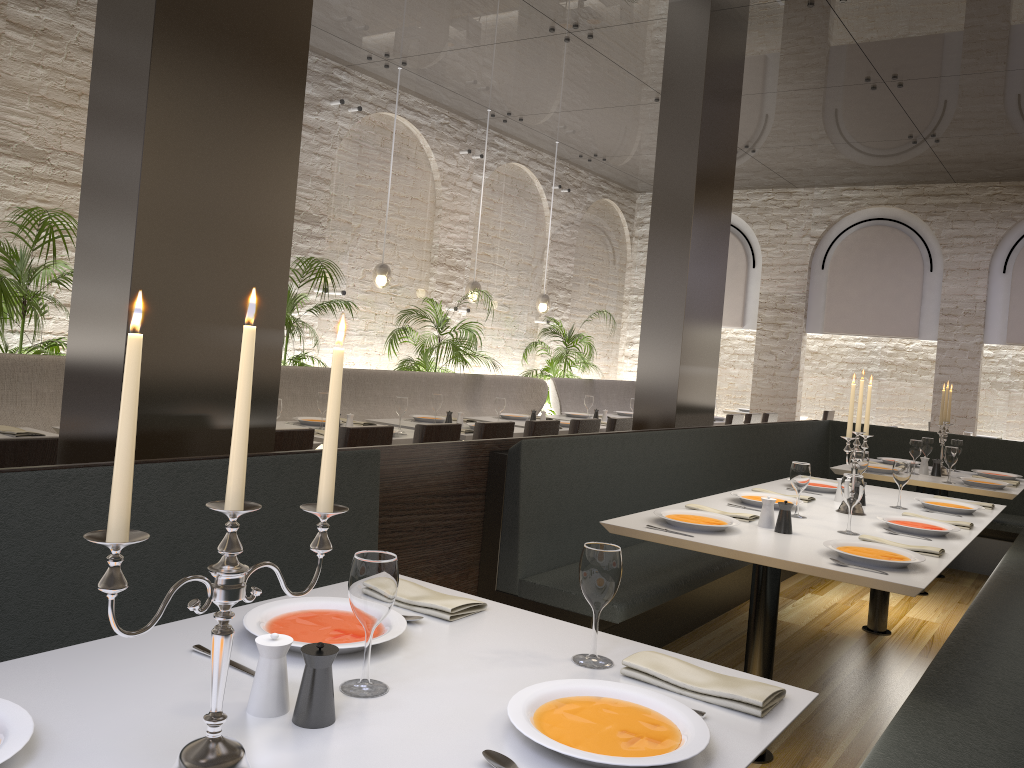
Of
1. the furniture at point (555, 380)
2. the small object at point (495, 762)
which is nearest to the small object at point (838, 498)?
the small object at point (495, 762)

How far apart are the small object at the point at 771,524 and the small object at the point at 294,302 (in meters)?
4.48

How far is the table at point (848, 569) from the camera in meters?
2.8 m

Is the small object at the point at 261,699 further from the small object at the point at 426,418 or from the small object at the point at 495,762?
the small object at the point at 426,418

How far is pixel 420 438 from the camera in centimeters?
494cm

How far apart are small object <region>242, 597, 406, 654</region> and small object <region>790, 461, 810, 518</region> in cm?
238

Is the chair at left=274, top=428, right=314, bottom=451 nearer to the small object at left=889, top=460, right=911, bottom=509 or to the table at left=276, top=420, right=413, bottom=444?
the table at left=276, top=420, right=413, bottom=444

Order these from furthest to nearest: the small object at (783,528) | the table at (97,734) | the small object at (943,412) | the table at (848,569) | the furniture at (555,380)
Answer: the furniture at (555,380), the small object at (943,412), the small object at (783,528), the table at (848,569), the table at (97,734)

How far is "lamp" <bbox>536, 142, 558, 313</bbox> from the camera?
10.35m

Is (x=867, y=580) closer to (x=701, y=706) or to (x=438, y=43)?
(x=701, y=706)
